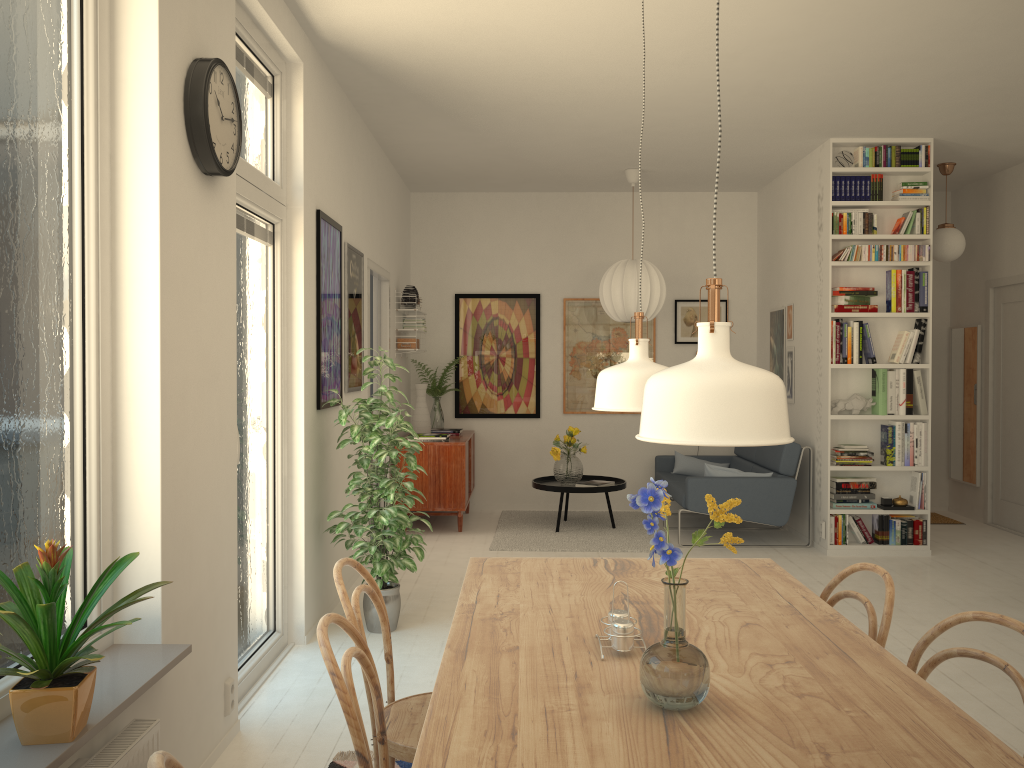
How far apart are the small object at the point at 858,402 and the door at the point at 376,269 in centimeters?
327cm

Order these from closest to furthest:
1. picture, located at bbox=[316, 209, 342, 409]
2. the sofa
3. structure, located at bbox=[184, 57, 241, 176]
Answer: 1. structure, located at bbox=[184, 57, 241, 176]
2. picture, located at bbox=[316, 209, 342, 409]
3. the sofa

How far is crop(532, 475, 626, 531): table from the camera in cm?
683

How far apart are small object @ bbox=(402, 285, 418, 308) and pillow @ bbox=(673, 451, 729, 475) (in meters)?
2.67

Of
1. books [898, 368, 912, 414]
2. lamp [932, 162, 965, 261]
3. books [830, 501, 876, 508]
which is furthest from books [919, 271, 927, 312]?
books [830, 501, 876, 508]

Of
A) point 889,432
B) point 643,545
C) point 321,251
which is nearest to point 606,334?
point 643,545

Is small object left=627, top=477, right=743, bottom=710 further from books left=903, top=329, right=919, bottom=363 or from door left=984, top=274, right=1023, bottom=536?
→ door left=984, top=274, right=1023, bottom=536

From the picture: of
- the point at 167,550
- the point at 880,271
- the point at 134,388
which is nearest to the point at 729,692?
the point at 167,550

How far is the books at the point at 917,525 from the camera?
6.2m

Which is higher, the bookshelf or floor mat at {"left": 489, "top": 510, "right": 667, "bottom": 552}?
the bookshelf
